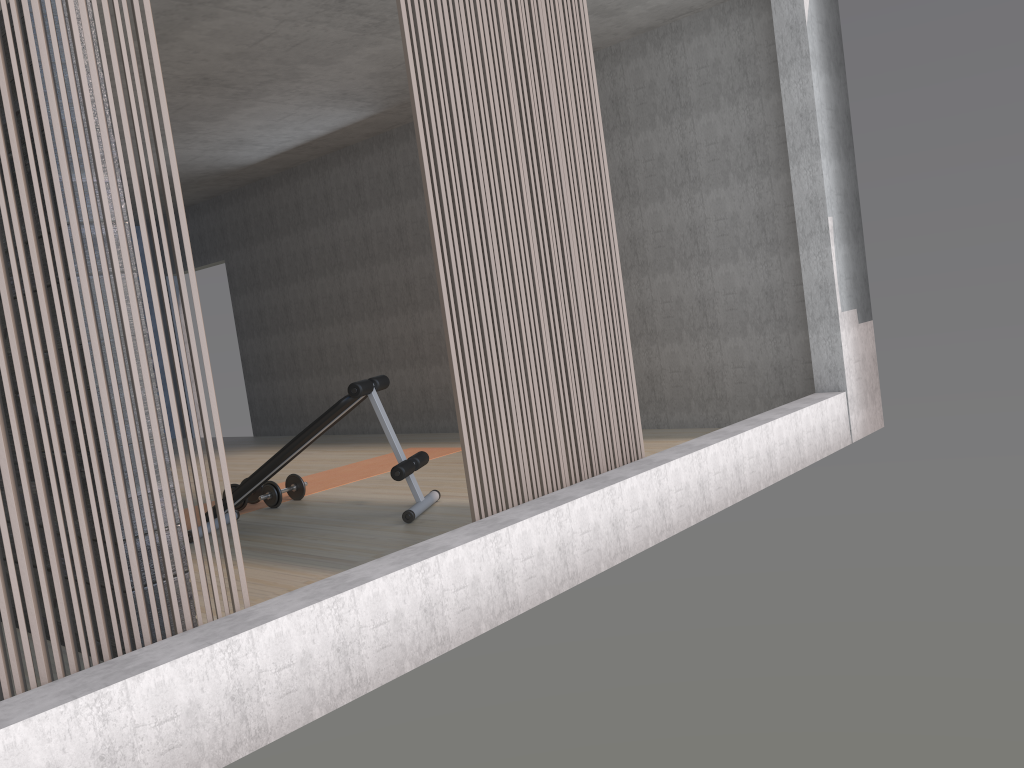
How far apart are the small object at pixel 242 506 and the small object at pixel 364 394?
0.49m

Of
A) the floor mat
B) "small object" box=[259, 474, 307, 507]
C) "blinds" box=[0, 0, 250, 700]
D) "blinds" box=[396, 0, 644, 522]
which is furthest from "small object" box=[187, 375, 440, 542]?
"blinds" box=[0, 0, 250, 700]

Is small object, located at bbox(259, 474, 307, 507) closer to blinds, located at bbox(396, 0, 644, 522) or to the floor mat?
the floor mat

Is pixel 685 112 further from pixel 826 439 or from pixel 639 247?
pixel 826 439

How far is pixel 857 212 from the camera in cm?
545

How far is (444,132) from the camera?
3.2m

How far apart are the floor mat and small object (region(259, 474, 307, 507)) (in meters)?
0.12

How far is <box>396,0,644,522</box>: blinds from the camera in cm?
322

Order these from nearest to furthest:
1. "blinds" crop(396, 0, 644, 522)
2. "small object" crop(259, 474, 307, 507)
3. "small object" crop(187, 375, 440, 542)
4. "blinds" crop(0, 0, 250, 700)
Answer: "blinds" crop(0, 0, 250, 700) → "blinds" crop(396, 0, 644, 522) → "small object" crop(187, 375, 440, 542) → "small object" crop(259, 474, 307, 507)

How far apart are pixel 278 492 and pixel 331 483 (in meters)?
0.70
